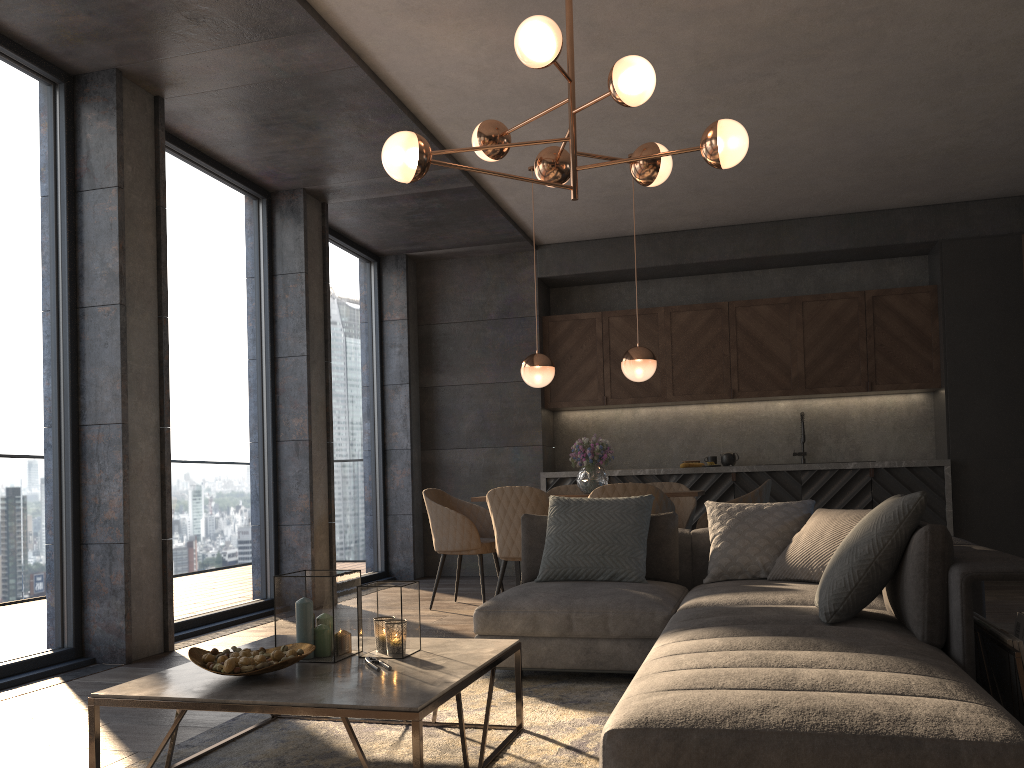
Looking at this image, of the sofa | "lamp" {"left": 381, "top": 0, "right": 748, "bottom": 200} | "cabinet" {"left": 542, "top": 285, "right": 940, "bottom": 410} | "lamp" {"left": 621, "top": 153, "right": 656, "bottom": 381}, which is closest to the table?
the sofa

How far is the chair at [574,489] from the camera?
6.8 meters

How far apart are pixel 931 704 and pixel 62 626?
4.0m

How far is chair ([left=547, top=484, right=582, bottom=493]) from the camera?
6.8 meters

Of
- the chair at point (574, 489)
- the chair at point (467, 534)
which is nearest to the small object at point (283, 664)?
the chair at point (467, 534)

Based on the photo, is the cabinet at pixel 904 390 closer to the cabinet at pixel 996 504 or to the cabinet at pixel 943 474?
the cabinet at pixel 996 504

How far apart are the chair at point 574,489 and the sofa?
2.4 meters

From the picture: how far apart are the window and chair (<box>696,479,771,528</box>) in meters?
2.9

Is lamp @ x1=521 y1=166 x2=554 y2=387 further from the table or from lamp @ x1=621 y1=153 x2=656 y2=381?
the table

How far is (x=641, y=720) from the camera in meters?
1.8
